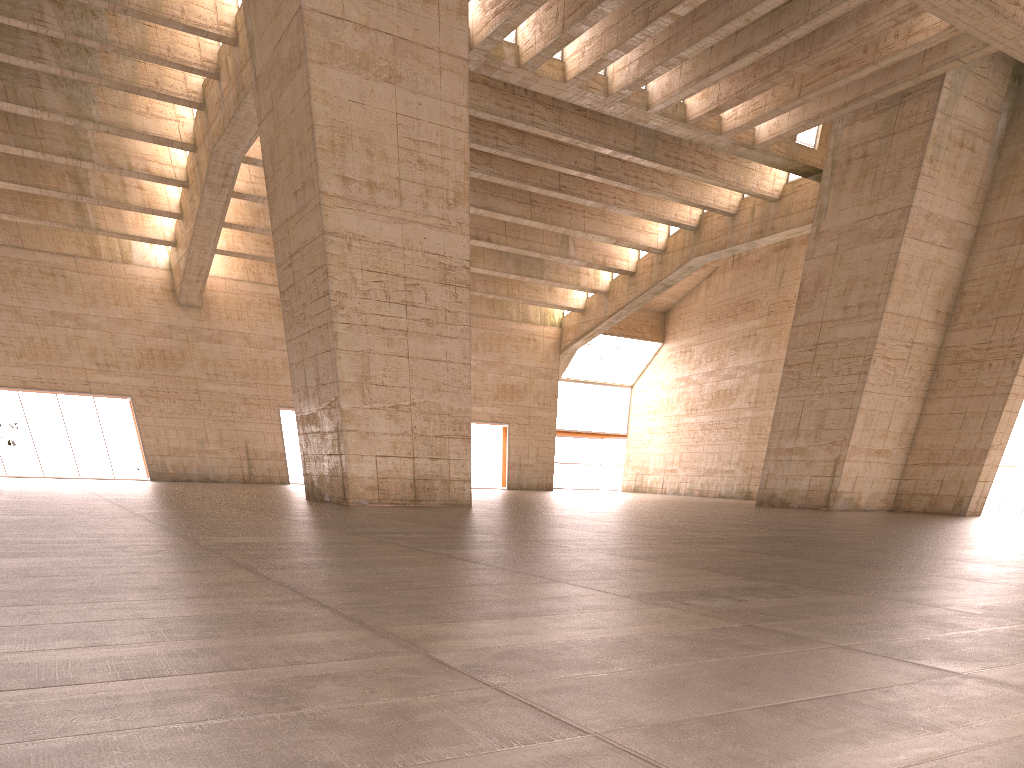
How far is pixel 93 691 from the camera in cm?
241
